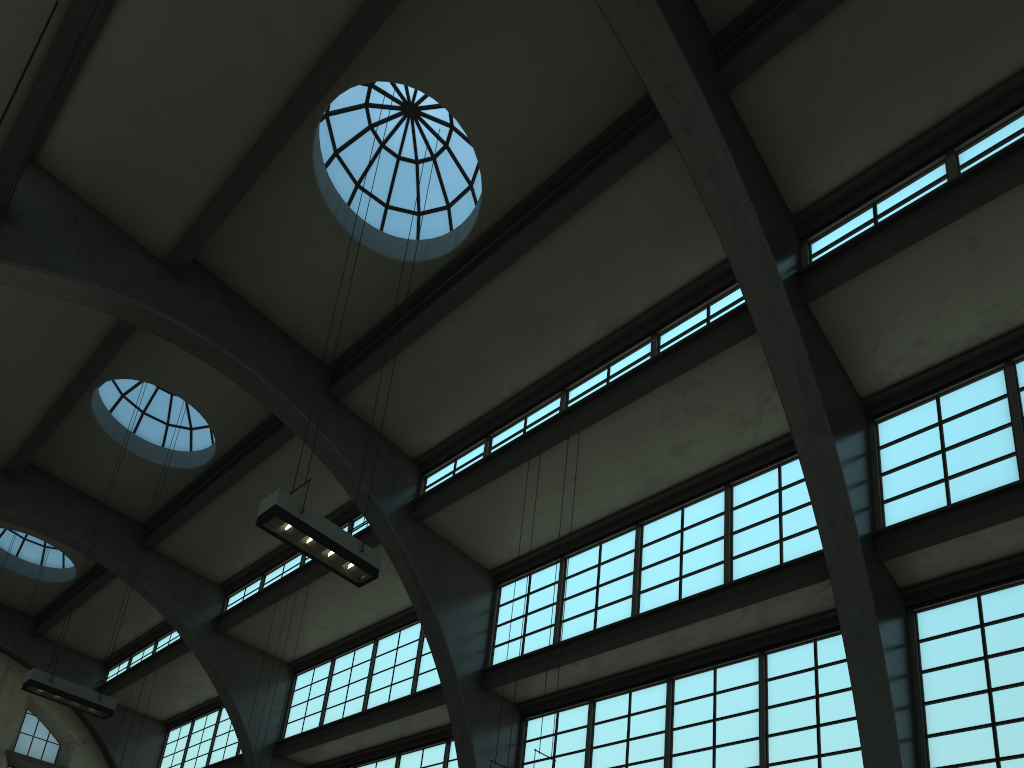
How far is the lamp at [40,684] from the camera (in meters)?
13.67

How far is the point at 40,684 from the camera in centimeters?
1367cm

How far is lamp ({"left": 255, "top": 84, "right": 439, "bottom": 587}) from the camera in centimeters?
933cm

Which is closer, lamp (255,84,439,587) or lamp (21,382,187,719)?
lamp (255,84,439,587)

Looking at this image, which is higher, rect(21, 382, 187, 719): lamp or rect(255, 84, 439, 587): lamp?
rect(21, 382, 187, 719): lamp

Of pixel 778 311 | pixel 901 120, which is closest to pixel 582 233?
pixel 778 311

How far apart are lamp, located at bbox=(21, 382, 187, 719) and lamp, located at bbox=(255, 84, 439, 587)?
7.40m

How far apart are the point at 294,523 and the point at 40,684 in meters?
7.8 m

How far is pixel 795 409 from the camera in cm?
1190
